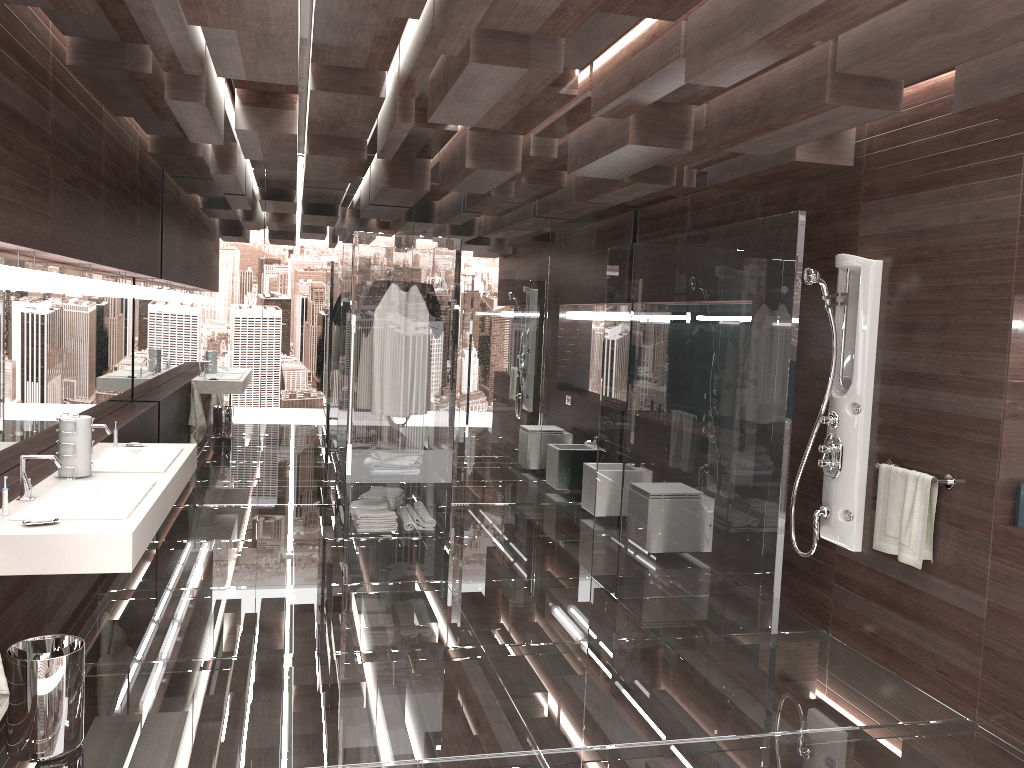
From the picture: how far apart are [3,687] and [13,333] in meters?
1.7

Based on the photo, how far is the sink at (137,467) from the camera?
3.99m

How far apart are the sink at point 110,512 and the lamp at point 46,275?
0.81m

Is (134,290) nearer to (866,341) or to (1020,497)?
(866,341)

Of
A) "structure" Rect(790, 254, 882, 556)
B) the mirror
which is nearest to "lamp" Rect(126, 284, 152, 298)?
the mirror

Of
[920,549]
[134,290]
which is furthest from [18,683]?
[920,549]

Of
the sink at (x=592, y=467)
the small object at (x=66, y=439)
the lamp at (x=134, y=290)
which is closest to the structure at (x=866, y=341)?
the sink at (x=592, y=467)

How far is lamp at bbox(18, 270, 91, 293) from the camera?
3.7m

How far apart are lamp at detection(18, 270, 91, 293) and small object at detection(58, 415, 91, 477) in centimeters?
56cm

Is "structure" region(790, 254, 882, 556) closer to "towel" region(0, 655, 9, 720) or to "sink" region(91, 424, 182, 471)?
"sink" region(91, 424, 182, 471)
